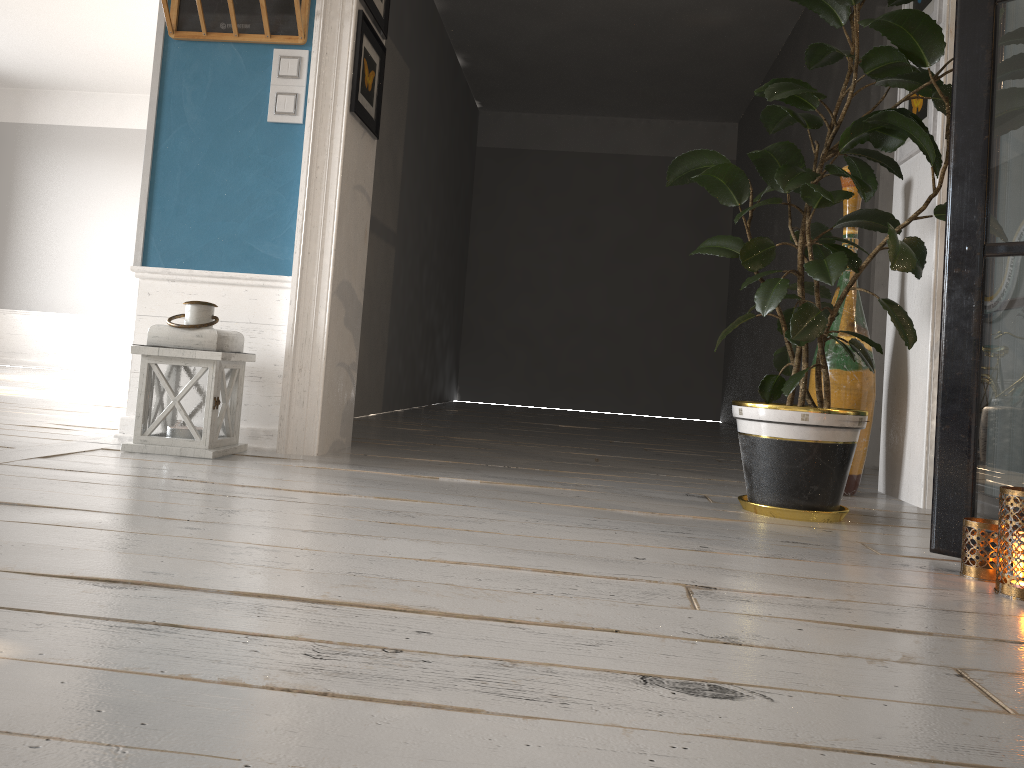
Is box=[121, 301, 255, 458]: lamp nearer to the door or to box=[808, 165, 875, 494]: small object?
box=[808, 165, 875, 494]: small object

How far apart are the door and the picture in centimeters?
120cm

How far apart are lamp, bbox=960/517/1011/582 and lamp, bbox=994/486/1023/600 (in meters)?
0.06

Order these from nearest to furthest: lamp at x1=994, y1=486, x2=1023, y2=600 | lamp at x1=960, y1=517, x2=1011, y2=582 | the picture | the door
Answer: lamp at x1=994, y1=486, x2=1023, y2=600 < lamp at x1=960, y1=517, x2=1011, y2=582 < the picture < the door

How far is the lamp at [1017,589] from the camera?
1.55m

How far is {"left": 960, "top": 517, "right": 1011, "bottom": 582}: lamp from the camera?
1.7m

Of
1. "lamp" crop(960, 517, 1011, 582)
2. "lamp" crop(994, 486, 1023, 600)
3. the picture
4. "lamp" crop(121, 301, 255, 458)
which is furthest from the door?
"lamp" crop(121, 301, 255, 458)

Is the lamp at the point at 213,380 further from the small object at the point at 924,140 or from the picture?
the small object at the point at 924,140

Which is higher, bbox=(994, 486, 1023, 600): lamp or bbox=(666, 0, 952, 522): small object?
bbox=(666, 0, 952, 522): small object

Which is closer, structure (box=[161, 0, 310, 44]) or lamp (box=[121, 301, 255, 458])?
lamp (box=[121, 301, 255, 458])
